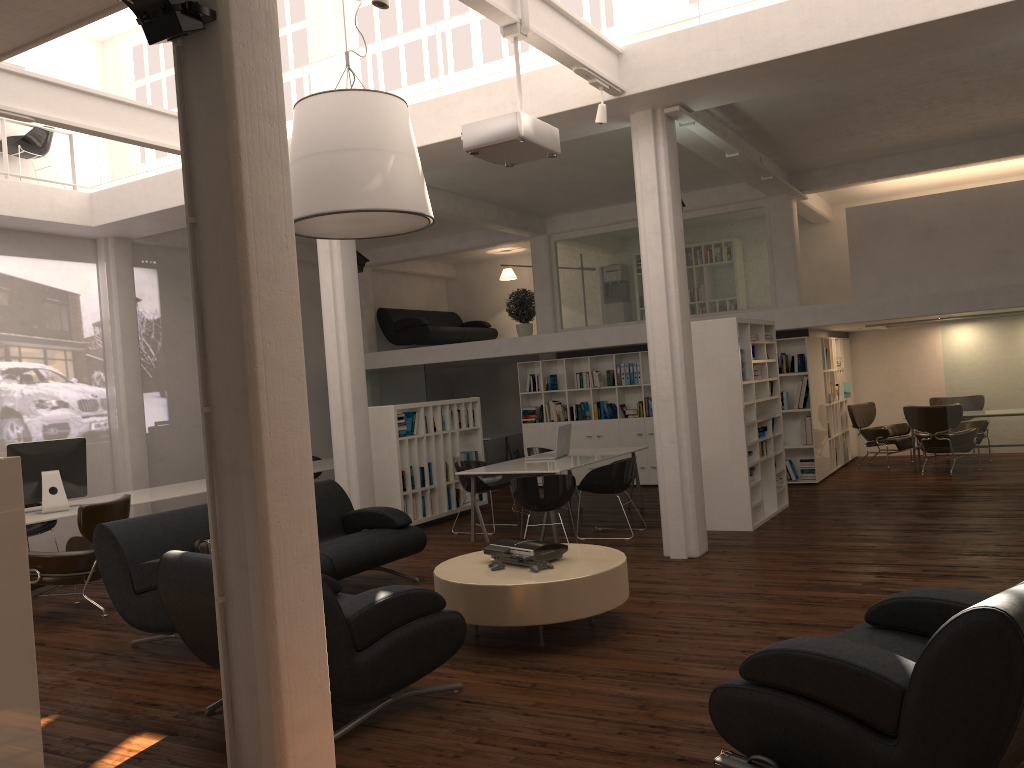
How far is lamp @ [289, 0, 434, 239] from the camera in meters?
7.6 m

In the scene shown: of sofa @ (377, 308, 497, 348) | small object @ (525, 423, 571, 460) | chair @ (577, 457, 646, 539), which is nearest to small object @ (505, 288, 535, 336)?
sofa @ (377, 308, 497, 348)

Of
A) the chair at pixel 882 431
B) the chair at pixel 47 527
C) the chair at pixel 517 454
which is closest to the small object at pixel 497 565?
the chair at pixel 517 454

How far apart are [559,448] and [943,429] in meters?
6.8

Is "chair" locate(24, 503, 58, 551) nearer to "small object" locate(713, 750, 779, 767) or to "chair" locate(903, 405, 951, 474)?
"small object" locate(713, 750, 779, 767)

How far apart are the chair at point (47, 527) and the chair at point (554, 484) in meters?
6.4 m

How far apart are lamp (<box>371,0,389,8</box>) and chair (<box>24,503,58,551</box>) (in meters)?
9.01

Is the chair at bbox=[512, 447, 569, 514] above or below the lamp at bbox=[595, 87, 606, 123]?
below

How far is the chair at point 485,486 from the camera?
12.4 meters

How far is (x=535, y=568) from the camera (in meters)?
7.03
